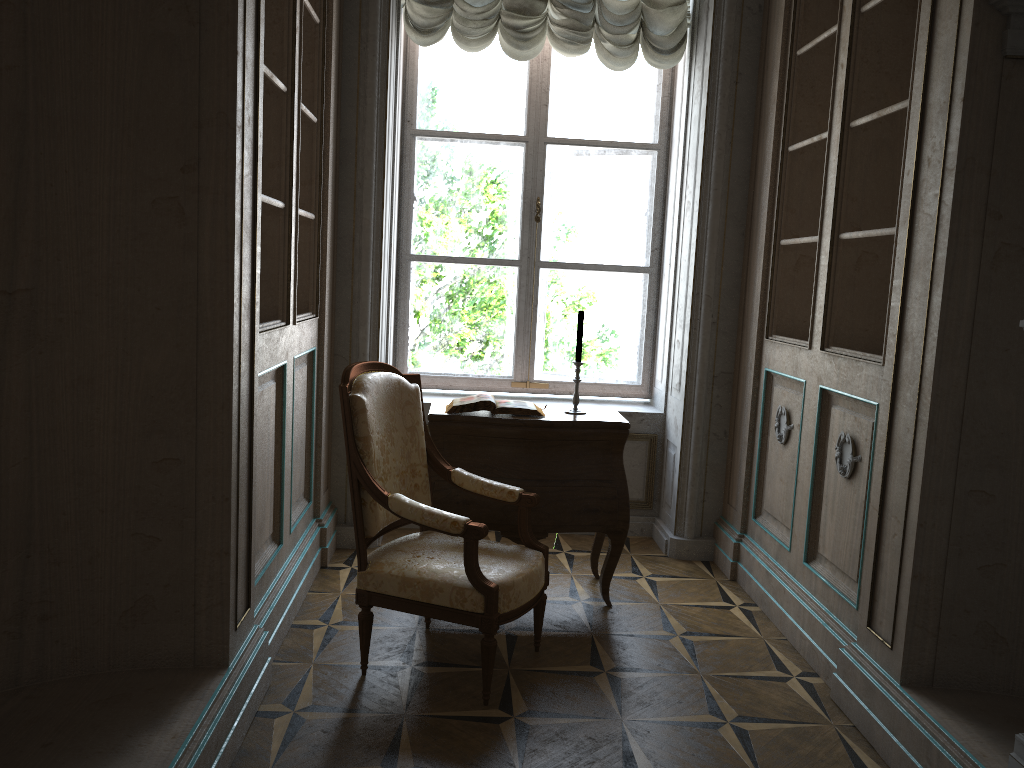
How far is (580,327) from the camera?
3.7 meters

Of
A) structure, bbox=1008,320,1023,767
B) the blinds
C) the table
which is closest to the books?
the table

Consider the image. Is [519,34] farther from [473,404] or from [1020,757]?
[1020,757]

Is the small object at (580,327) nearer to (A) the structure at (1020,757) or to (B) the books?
Result: (B) the books

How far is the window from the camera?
4.7 meters

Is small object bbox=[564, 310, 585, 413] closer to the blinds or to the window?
the window

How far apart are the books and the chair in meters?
0.3

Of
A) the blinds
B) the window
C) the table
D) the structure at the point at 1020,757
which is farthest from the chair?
the blinds

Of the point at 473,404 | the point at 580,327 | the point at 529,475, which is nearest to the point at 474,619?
the point at 529,475

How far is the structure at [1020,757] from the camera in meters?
2.0
